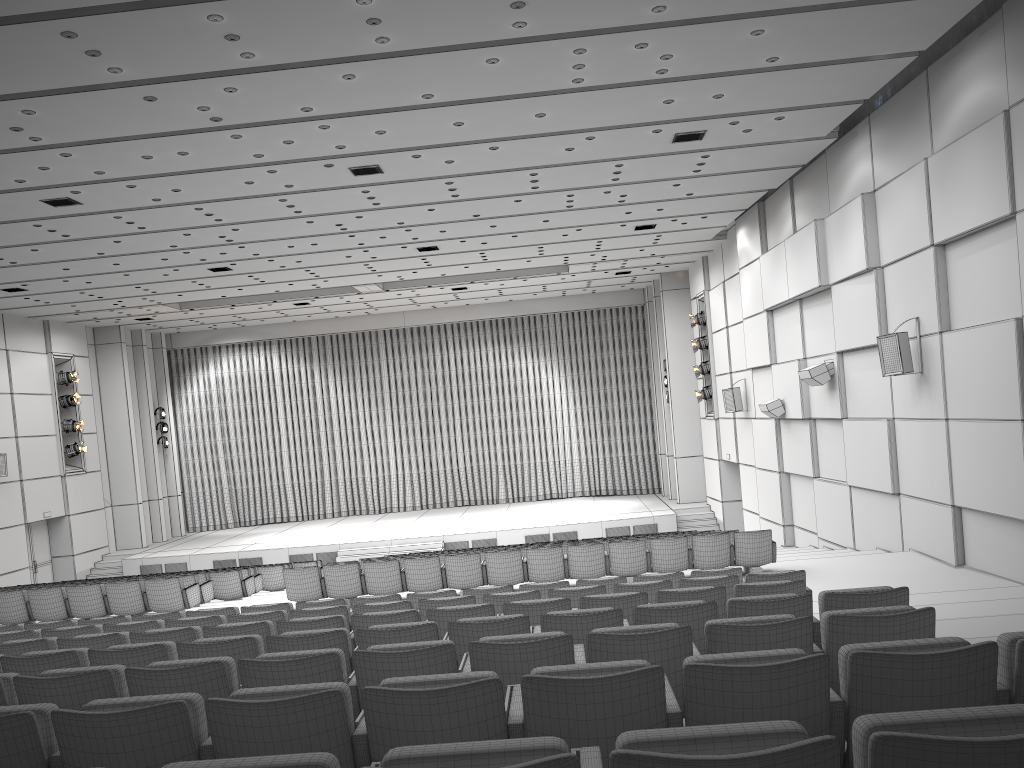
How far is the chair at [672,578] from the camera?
8.3m

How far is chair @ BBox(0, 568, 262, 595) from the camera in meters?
15.2

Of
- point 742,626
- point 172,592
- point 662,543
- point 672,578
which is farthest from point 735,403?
point 742,626

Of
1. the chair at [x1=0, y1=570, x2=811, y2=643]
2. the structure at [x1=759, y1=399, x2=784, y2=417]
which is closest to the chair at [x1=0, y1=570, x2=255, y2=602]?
the chair at [x1=0, y1=570, x2=811, y2=643]

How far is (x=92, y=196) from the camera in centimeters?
1277cm

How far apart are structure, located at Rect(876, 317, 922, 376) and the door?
20.97m

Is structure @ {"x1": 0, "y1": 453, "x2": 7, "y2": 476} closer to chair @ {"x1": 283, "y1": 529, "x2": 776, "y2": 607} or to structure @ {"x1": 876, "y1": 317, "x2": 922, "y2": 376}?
chair @ {"x1": 283, "y1": 529, "x2": 776, "y2": 607}

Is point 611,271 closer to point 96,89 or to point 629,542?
point 629,542

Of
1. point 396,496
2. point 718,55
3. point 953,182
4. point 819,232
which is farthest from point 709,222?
point 396,496

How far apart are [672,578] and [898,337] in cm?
535
